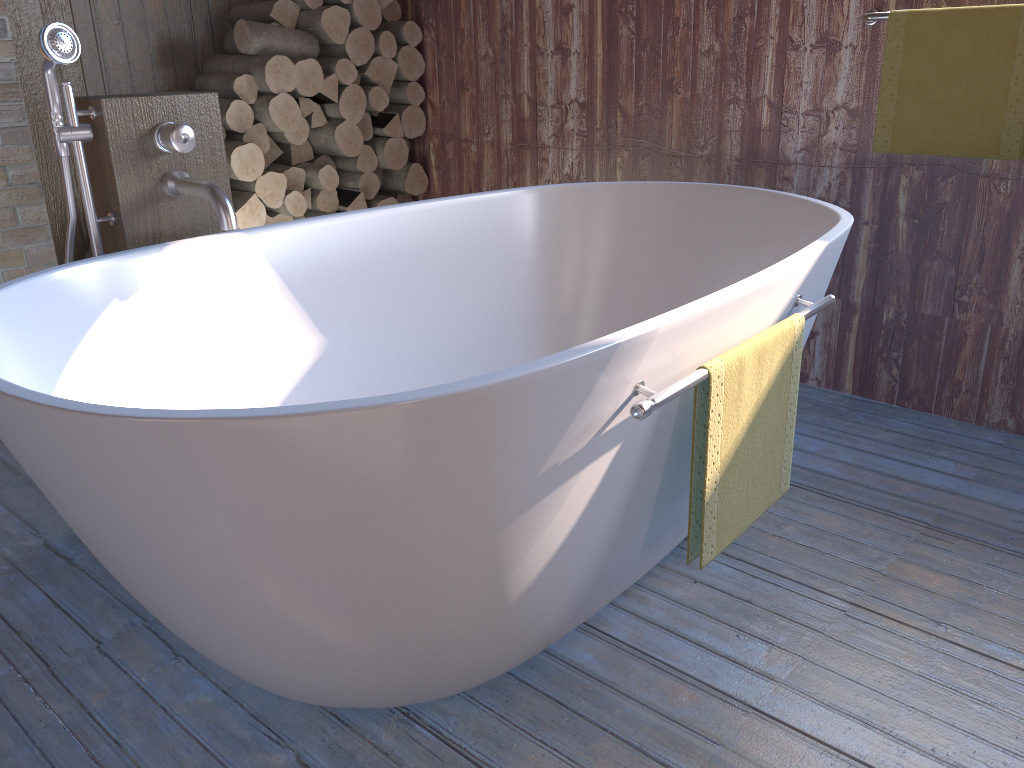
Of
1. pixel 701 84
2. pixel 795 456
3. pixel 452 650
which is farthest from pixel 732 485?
pixel 701 84

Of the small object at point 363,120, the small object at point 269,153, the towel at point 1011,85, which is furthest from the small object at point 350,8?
the towel at point 1011,85

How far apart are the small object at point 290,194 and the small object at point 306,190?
0.1 meters

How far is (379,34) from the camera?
3.49m

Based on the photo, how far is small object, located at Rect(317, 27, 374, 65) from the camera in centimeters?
340cm

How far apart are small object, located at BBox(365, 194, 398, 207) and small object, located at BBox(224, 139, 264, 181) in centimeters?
57cm

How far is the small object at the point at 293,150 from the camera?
3.5m

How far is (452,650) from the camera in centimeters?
133cm

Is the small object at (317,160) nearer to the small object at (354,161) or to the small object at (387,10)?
the small object at (354,161)

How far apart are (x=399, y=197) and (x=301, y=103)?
0.6 meters
